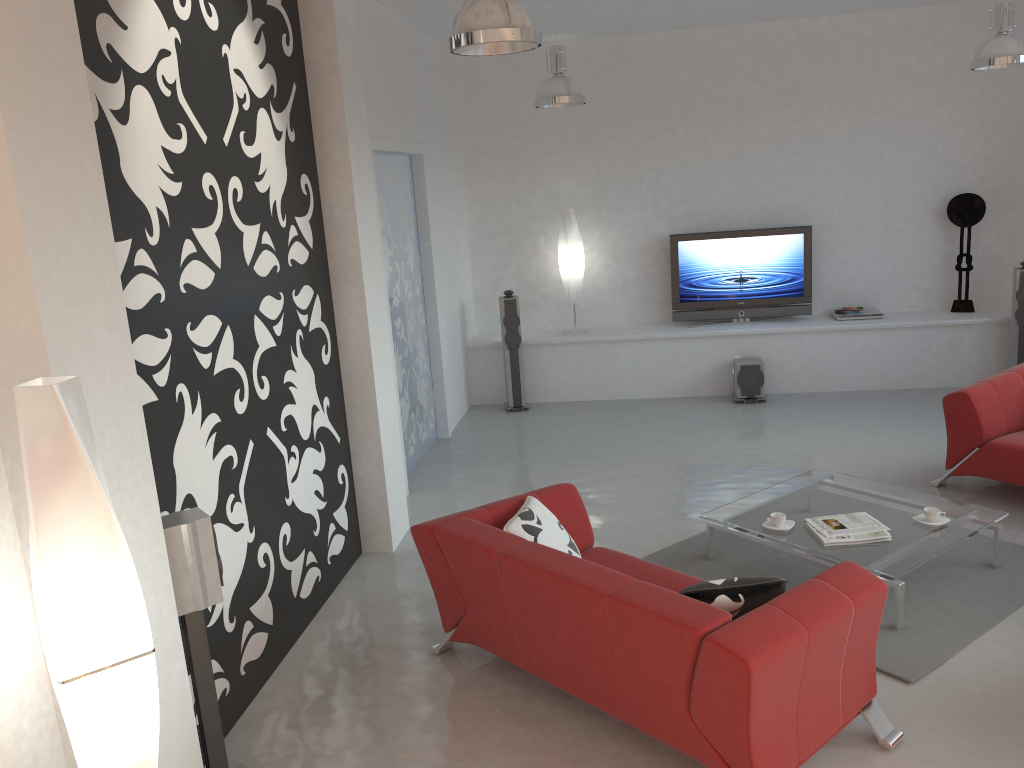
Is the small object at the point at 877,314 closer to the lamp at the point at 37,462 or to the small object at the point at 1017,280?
the small object at the point at 1017,280

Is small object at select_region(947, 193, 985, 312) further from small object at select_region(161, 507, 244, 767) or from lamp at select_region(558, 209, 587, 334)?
small object at select_region(161, 507, 244, 767)

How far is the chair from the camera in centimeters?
544cm

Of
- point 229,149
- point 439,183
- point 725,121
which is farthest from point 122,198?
point 725,121

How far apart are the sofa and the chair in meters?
2.7

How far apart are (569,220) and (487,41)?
5.4m

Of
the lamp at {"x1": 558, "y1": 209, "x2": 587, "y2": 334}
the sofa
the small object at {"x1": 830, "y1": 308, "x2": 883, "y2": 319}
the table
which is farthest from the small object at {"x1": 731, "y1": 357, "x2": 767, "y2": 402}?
the sofa

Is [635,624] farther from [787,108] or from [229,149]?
[787,108]

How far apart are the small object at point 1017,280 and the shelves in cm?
Result: 25

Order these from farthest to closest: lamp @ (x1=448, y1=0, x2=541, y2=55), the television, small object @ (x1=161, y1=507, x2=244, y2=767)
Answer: the television → lamp @ (x1=448, y1=0, x2=541, y2=55) → small object @ (x1=161, y1=507, x2=244, y2=767)
